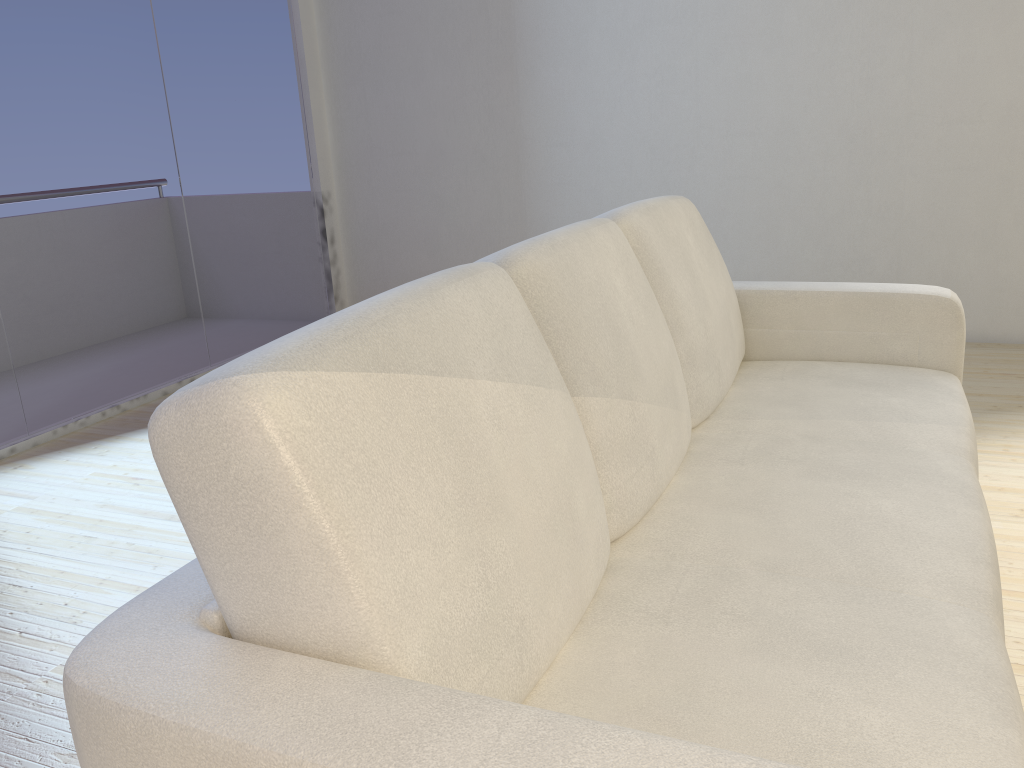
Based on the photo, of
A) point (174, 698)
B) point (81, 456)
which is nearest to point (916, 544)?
point (174, 698)

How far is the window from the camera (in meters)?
3.33

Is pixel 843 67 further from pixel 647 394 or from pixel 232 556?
pixel 232 556

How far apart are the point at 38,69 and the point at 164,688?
3.3m

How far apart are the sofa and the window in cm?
246

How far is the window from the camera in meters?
3.3

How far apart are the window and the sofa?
2.46m

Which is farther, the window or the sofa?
the window

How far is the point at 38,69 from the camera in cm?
333
